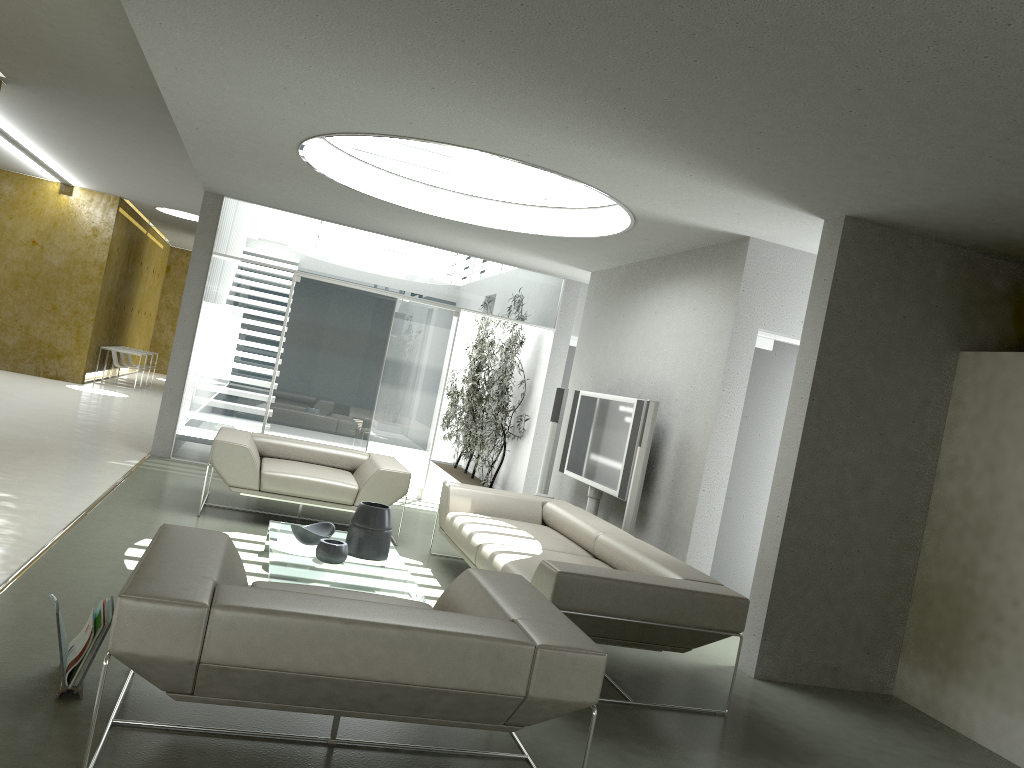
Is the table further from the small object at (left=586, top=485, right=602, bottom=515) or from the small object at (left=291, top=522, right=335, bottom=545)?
the small object at (left=586, top=485, right=602, bottom=515)

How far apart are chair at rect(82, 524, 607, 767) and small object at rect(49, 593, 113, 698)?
0.3 meters

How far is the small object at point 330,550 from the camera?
4.9m

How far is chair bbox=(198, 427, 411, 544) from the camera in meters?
6.5 m

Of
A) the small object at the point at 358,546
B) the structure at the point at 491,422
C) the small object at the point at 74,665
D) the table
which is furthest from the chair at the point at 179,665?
the structure at the point at 491,422

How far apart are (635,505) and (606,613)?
2.3m

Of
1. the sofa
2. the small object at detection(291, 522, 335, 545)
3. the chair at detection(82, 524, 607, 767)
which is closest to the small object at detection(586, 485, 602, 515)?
the sofa

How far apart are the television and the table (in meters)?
1.94

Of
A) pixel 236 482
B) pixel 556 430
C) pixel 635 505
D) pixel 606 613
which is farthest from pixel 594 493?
pixel 606 613

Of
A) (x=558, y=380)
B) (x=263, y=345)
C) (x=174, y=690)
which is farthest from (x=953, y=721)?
(x=263, y=345)
